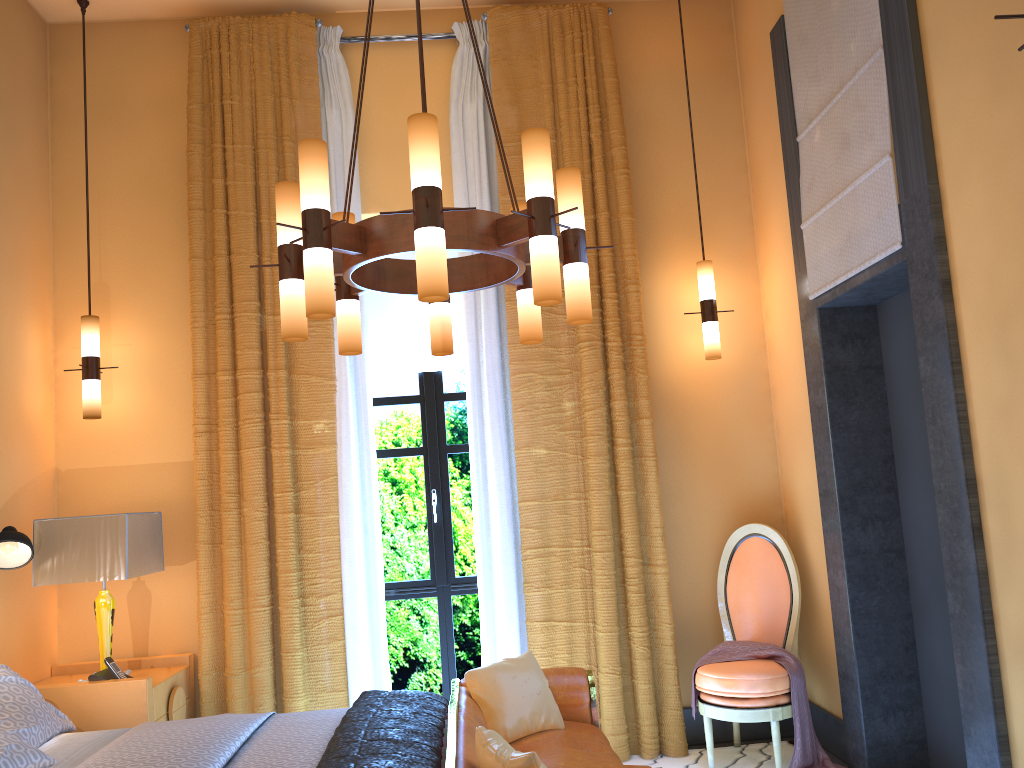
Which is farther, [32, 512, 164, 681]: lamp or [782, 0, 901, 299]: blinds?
[32, 512, 164, 681]: lamp

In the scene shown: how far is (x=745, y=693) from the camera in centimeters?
405cm

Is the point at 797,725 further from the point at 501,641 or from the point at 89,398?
the point at 89,398

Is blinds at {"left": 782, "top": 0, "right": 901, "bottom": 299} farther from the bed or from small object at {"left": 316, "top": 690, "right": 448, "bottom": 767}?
the bed

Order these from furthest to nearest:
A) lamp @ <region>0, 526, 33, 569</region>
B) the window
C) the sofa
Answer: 1. the window
2. lamp @ <region>0, 526, 33, 569</region>
3. the sofa

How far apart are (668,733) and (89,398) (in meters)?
3.40

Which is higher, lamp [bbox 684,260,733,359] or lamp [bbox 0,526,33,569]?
lamp [bbox 684,260,733,359]

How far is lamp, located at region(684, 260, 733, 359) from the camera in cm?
472

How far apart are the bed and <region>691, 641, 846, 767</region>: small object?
1.71m

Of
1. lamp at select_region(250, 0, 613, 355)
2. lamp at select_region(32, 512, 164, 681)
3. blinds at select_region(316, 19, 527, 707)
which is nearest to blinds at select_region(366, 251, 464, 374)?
blinds at select_region(316, 19, 527, 707)
